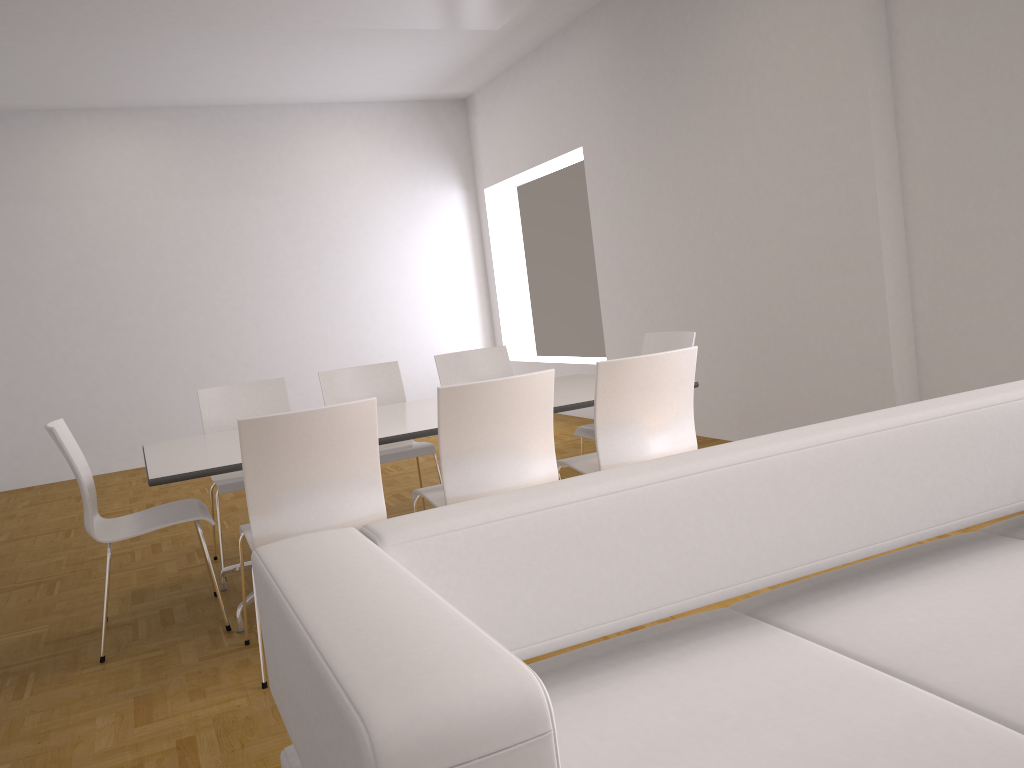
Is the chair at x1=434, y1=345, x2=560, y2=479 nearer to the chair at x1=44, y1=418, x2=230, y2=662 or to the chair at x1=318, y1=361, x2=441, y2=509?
the chair at x1=318, y1=361, x2=441, y2=509

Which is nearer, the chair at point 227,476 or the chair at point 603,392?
the chair at point 603,392

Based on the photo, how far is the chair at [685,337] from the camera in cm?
466

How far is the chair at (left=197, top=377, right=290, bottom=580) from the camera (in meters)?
4.72

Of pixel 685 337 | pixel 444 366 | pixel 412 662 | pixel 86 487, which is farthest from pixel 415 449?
pixel 412 662

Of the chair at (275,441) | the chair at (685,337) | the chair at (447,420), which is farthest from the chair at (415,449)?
the chair at (275,441)

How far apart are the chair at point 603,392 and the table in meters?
0.2

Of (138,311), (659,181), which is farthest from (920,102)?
(138,311)

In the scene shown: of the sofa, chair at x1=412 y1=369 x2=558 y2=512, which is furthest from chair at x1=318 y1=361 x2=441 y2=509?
the sofa

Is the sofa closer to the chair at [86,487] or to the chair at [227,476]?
A: the chair at [86,487]
